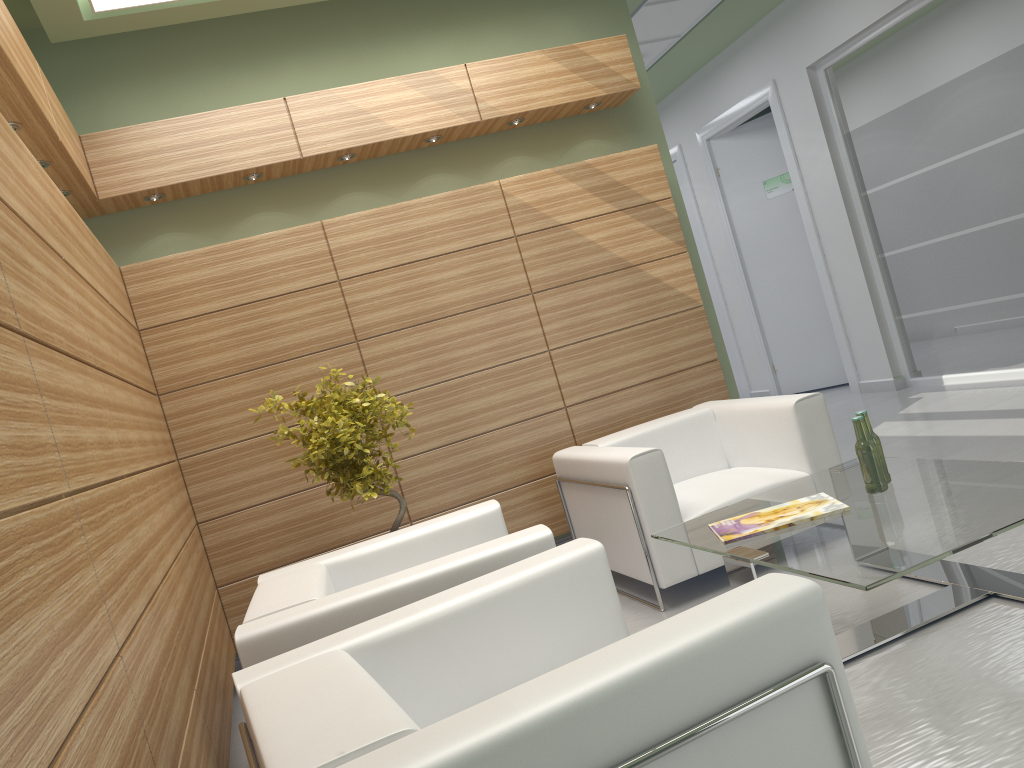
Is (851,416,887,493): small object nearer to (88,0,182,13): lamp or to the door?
(88,0,182,13): lamp

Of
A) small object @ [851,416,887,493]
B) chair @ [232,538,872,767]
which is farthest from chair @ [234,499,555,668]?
small object @ [851,416,887,493]

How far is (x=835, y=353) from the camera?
16.12m

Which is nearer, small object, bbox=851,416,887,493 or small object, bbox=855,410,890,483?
small object, bbox=851,416,887,493

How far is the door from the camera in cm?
1612

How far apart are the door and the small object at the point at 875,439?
11.2 meters

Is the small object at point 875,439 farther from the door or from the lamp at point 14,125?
the door

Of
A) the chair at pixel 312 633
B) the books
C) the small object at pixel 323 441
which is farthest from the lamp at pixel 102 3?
the books

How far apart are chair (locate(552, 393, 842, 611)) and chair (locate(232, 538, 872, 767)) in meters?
2.4

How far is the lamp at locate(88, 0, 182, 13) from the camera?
7.4 meters
